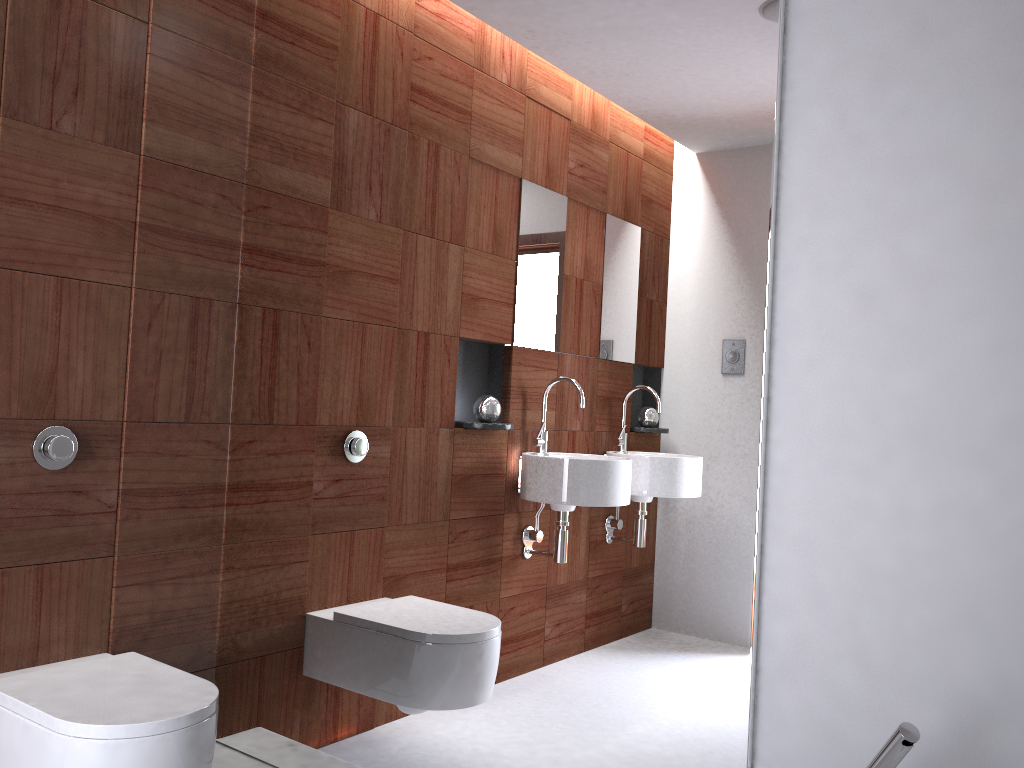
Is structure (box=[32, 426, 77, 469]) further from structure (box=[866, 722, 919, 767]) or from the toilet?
structure (box=[866, 722, 919, 767])

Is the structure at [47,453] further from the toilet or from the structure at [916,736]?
the structure at [916,736]

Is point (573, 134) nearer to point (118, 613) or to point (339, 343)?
point (339, 343)

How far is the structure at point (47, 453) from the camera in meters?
1.9 m

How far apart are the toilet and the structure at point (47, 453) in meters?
0.4

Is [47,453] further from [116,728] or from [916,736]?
[916,736]

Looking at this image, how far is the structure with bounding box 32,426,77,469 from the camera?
1.9m

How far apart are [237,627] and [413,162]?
1.3m

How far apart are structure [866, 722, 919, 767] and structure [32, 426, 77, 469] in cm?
169

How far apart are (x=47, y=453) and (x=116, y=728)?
0.66m
